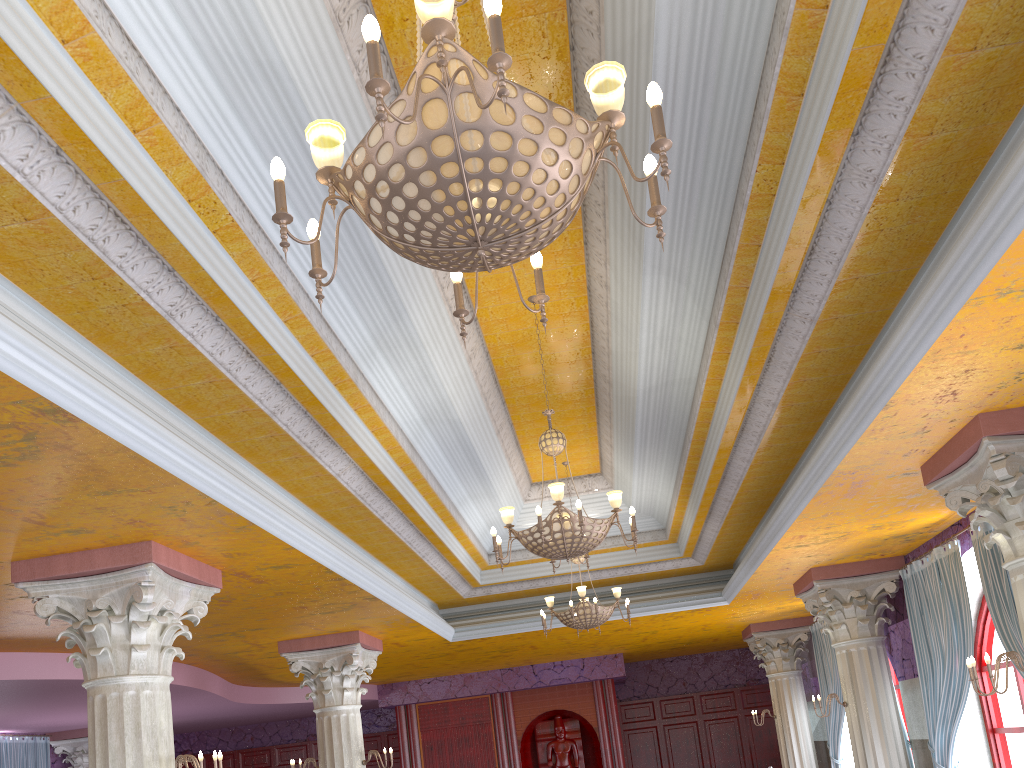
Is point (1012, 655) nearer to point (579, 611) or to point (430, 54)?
point (579, 611)

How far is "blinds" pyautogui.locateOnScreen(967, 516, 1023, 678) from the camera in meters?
7.1 m

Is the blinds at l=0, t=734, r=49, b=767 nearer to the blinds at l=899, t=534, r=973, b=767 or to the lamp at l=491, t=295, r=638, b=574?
the lamp at l=491, t=295, r=638, b=574

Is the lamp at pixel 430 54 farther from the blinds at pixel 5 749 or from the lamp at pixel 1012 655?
the blinds at pixel 5 749

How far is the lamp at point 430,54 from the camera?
2.3 meters

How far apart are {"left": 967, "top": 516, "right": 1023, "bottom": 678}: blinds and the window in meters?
1.4

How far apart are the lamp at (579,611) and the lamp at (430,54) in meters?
6.9

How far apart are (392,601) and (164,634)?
3.13m

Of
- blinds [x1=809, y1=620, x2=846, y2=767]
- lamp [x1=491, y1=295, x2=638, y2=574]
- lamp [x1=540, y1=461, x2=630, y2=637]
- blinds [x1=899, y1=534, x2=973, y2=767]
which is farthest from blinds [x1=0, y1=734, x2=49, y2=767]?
blinds [x1=899, y1=534, x2=973, y2=767]

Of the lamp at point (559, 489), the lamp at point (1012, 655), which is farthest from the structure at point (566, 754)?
the lamp at point (1012, 655)
